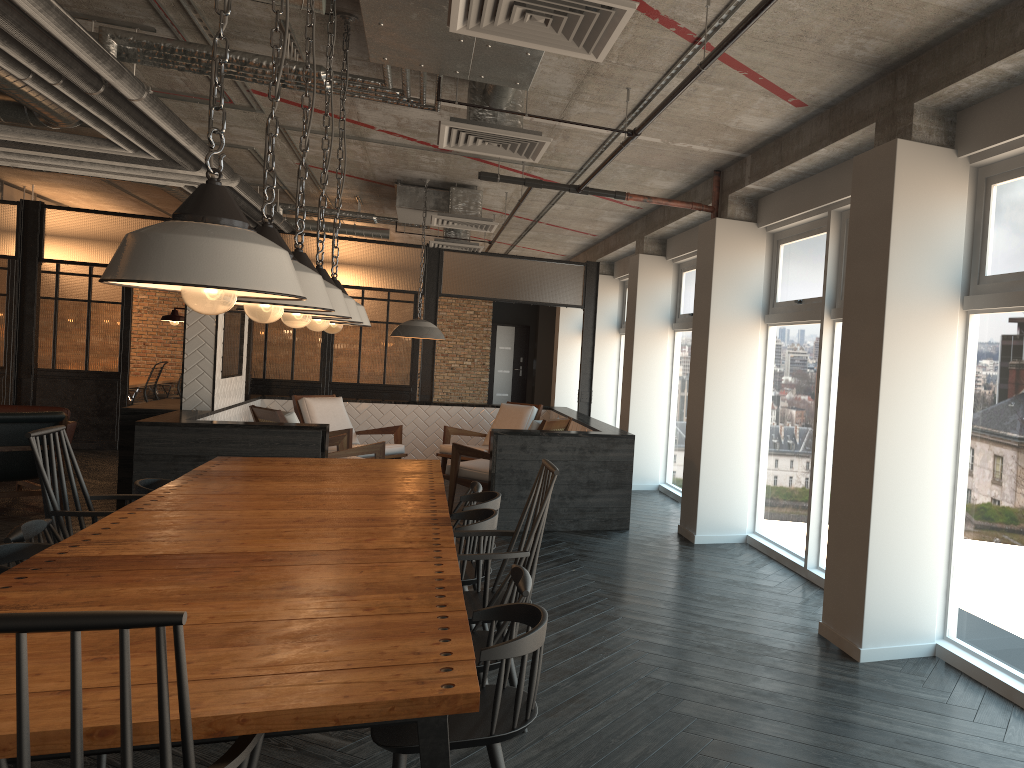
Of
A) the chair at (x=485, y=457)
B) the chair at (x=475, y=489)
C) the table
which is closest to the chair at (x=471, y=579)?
the table

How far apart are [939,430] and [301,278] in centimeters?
299cm

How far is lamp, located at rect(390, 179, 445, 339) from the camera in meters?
8.6

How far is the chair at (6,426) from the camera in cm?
742

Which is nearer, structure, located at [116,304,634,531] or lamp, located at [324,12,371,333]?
lamp, located at [324,12,371,333]

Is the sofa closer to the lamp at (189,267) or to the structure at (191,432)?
the structure at (191,432)

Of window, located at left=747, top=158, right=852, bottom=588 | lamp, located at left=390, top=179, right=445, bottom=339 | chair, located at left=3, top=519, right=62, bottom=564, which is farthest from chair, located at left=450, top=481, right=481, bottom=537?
lamp, located at left=390, top=179, right=445, bottom=339

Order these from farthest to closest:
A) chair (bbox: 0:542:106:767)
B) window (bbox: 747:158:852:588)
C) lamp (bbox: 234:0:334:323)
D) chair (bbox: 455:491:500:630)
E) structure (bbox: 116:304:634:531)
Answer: structure (bbox: 116:304:634:531)
window (bbox: 747:158:852:588)
chair (bbox: 455:491:500:630)
chair (bbox: 0:542:106:767)
lamp (bbox: 234:0:334:323)

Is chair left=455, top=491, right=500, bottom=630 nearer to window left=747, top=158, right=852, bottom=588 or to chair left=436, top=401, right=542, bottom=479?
window left=747, top=158, right=852, bottom=588

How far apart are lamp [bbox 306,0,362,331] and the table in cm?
81
